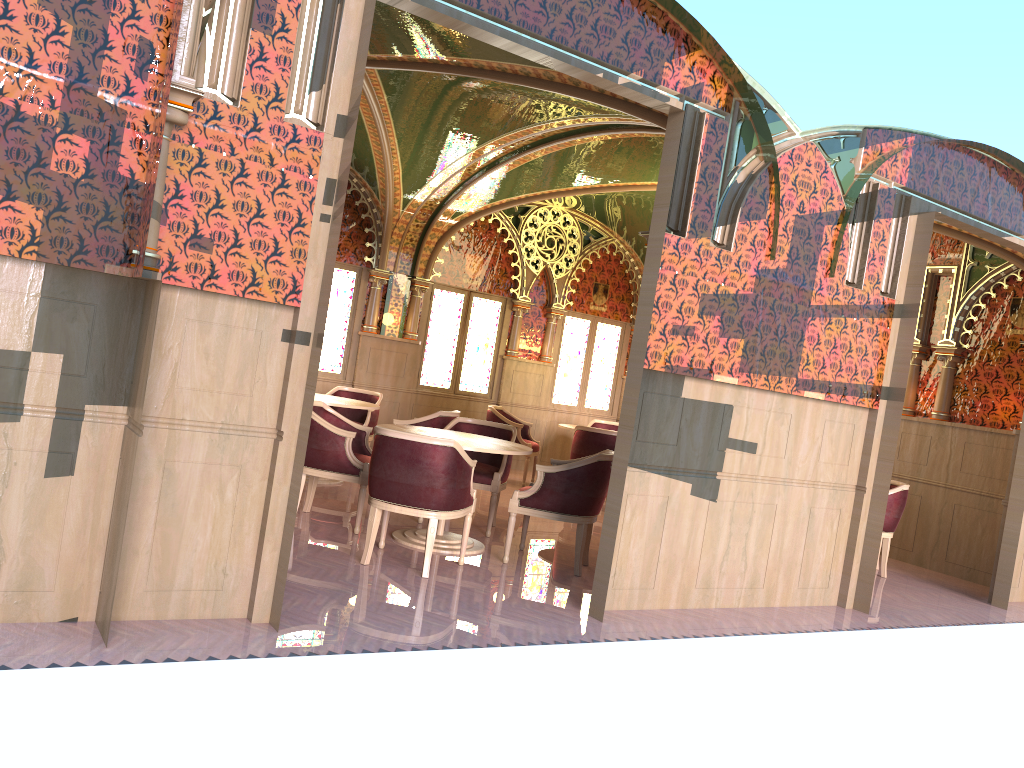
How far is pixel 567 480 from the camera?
6.0m

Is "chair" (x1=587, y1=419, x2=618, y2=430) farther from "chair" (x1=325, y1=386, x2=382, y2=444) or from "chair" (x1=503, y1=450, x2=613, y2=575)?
"chair" (x1=503, y1=450, x2=613, y2=575)

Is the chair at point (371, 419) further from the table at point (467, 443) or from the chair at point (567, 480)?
the chair at point (567, 480)

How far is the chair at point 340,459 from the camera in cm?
626

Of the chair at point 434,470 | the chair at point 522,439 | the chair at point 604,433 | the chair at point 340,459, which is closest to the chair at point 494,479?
the chair at point 340,459

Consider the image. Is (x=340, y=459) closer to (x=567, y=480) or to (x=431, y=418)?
(x=567, y=480)

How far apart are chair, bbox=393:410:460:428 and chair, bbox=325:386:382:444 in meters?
1.2 m

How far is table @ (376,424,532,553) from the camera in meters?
6.1

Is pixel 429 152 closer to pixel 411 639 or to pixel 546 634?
pixel 546 634

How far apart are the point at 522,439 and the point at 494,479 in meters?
3.4 m
